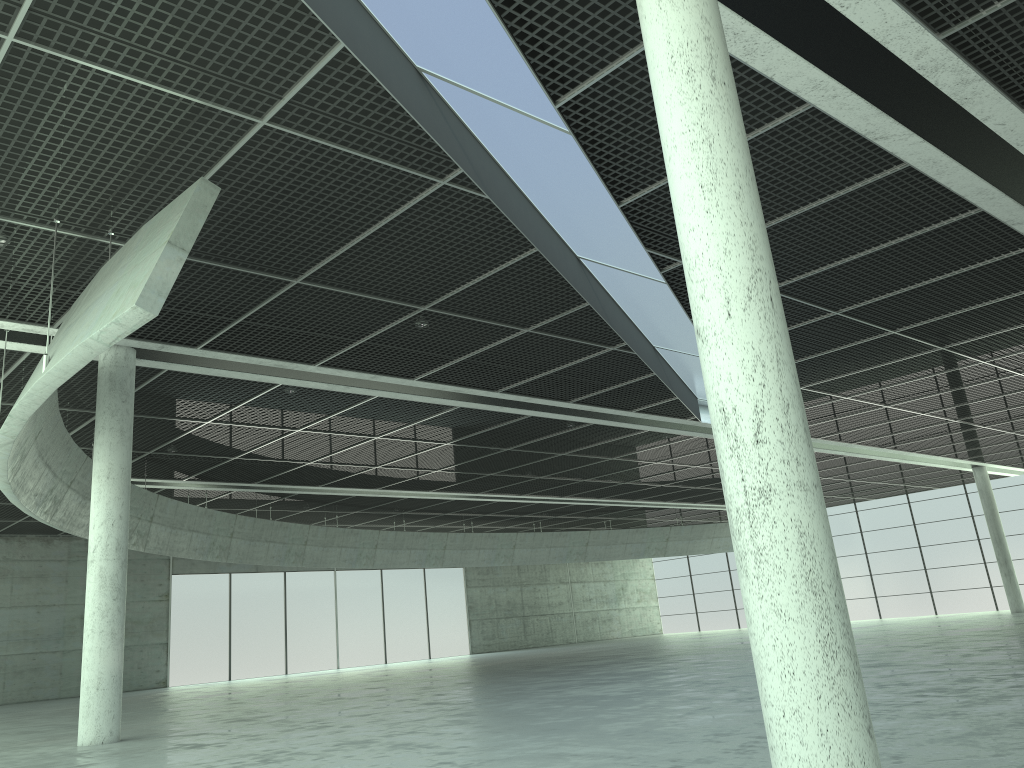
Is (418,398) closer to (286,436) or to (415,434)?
(415,434)

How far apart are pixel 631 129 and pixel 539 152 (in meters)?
2.54
